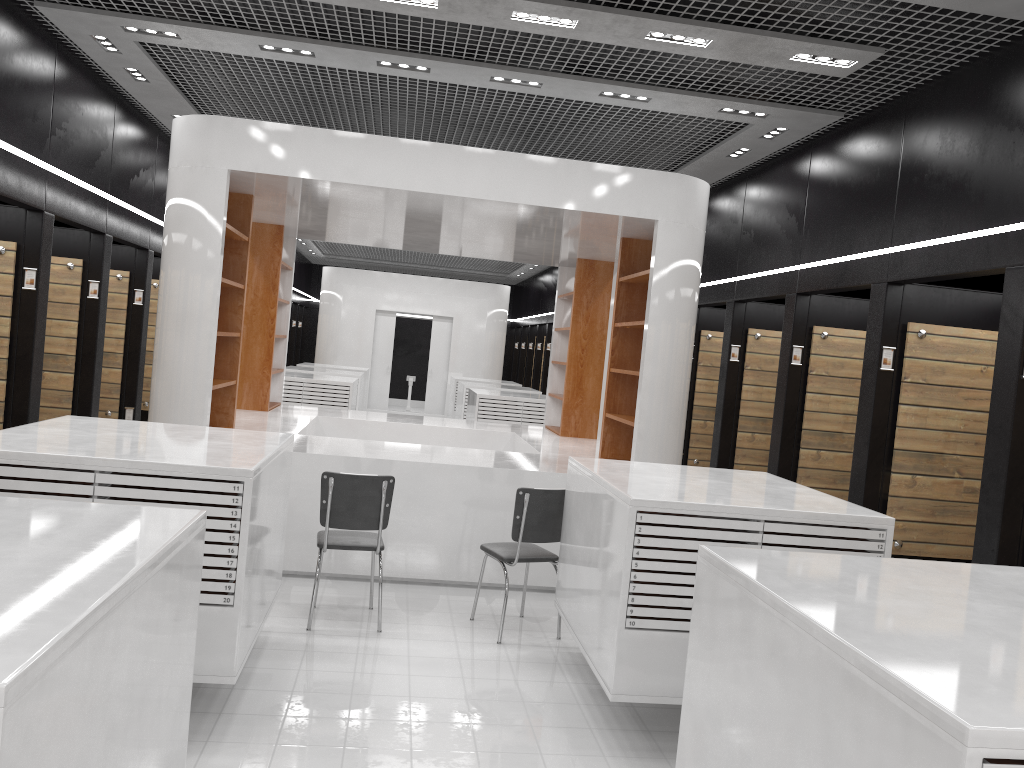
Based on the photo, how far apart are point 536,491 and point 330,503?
1.3m

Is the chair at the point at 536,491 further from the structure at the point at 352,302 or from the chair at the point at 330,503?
the structure at the point at 352,302

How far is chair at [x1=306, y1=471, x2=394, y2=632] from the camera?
5.4 meters

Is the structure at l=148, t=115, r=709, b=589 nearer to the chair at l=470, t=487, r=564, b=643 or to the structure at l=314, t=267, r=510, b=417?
the chair at l=470, t=487, r=564, b=643

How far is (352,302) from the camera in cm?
1956

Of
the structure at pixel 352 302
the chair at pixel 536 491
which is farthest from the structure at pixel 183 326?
the structure at pixel 352 302

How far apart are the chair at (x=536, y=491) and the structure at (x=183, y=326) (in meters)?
0.70

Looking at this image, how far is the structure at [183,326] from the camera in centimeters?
646cm

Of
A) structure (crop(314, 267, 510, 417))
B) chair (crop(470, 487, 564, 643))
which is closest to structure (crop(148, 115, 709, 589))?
chair (crop(470, 487, 564, 643))

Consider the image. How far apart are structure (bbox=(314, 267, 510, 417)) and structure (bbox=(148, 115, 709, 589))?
9.0 meters
